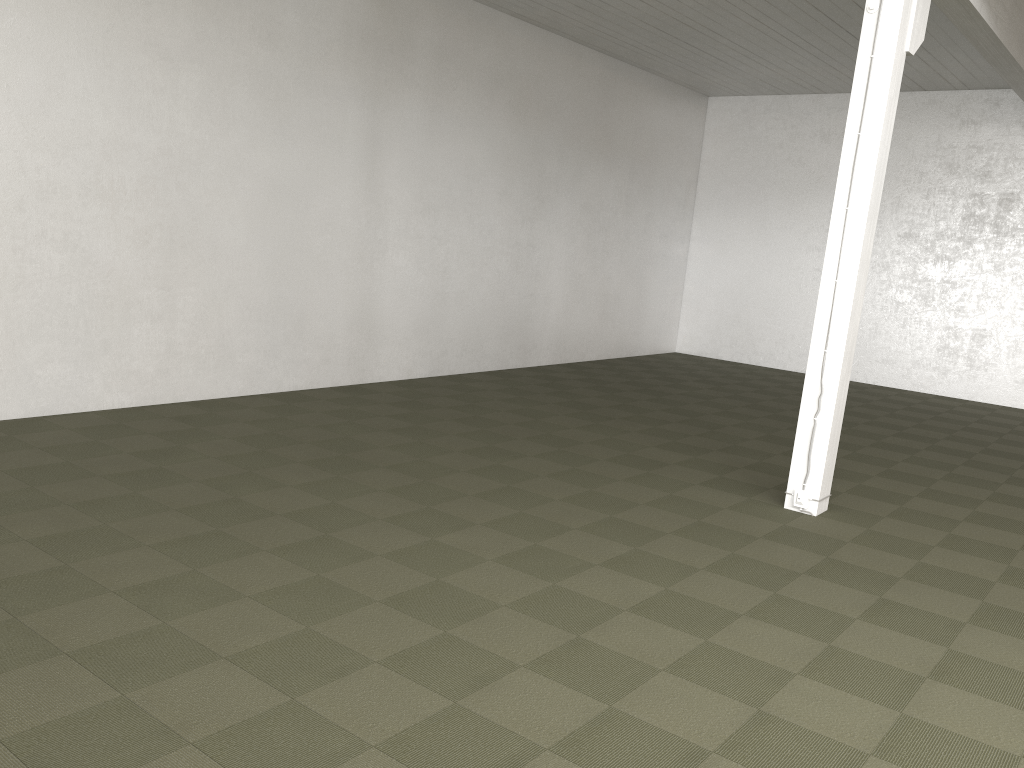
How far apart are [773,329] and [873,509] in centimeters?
899cm
